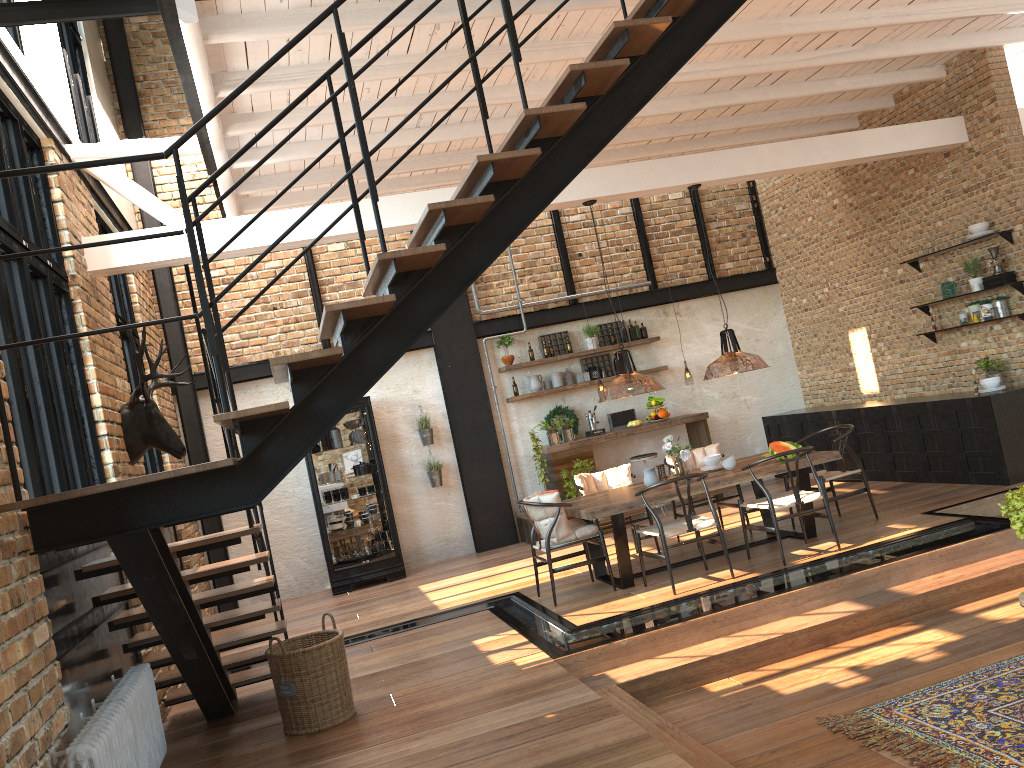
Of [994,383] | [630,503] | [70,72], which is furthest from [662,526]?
[70,72]

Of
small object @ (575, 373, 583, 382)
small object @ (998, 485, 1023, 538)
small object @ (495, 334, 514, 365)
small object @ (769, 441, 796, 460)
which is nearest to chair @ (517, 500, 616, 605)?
small object @ (769, 441, 796, 460)

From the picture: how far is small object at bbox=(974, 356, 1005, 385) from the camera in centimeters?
858cm

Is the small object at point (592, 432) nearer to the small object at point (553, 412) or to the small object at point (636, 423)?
the small object at point (553, 412)

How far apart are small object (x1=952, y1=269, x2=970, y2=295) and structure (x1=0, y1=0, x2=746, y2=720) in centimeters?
529cm

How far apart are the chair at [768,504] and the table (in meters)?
0.20

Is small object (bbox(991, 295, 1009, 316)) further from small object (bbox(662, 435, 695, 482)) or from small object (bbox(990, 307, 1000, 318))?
small object (bbox(662, 435, 695, 482))

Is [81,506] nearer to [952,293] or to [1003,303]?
[1003,303]

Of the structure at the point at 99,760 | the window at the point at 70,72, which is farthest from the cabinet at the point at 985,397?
the window at the point at 70,72

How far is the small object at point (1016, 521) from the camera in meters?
4.4
